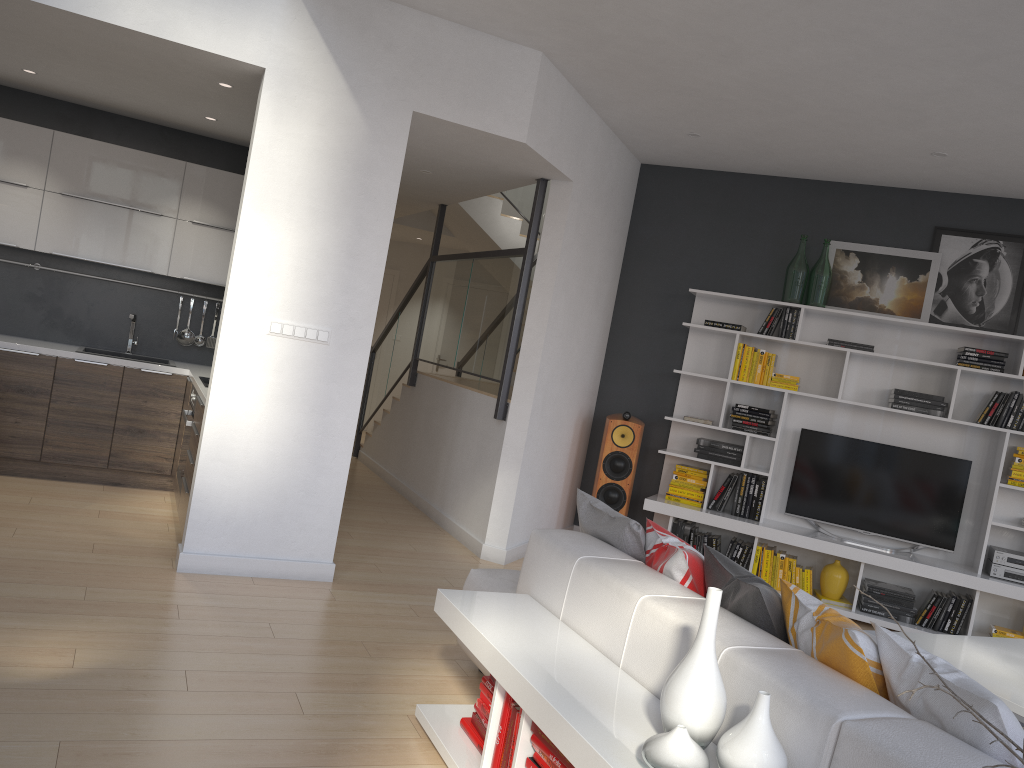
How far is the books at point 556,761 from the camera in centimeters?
235cm

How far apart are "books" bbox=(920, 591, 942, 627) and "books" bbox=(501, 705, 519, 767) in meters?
4.2

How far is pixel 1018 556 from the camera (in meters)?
5.64

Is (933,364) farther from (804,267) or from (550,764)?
(550,764)

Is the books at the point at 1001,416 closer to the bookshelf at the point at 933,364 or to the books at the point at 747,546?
the bookshelf at the point at 933,364

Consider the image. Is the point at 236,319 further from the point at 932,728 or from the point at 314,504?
the point at 932,728

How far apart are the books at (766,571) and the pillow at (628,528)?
3.0m

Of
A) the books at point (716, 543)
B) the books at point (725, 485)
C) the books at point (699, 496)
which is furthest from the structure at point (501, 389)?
the books at point (716, 543)

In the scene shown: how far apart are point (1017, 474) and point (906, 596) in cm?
106

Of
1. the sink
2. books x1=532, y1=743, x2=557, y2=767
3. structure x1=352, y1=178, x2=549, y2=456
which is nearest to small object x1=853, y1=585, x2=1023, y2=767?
books x1=532, y1=743, x2=557, y2=767
